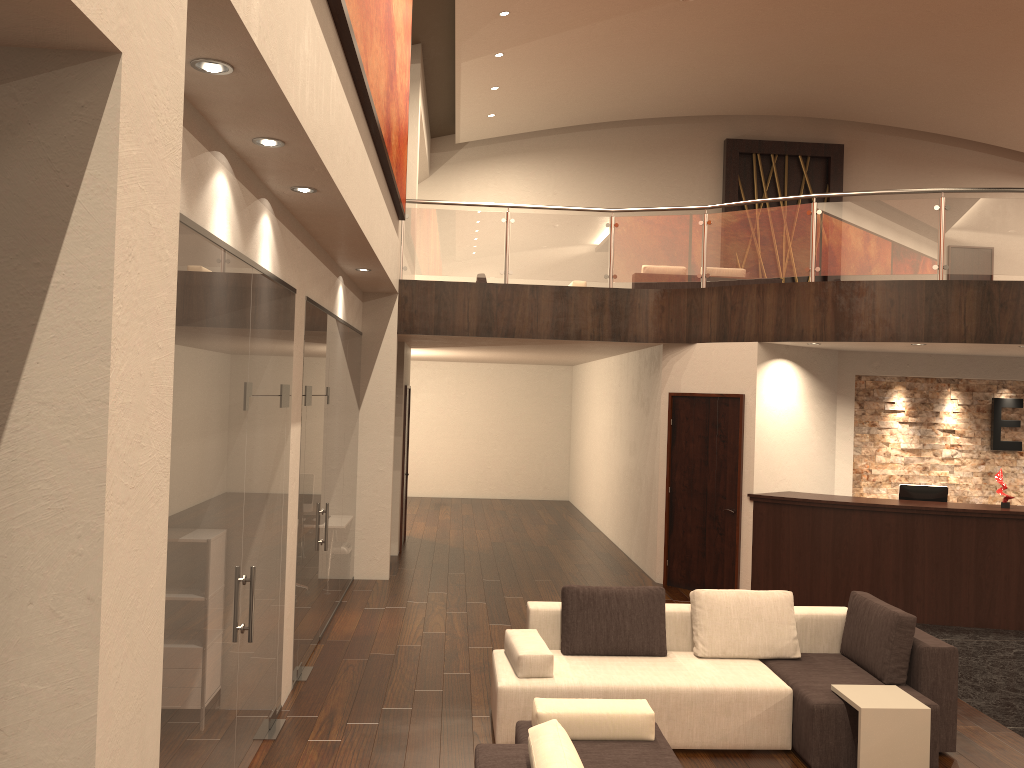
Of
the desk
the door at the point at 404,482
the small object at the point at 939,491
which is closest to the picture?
the door at the point at 404,482

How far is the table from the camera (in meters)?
4.93

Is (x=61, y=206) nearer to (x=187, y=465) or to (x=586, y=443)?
(x=187, y=465)

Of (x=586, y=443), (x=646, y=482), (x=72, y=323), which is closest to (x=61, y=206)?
(x=72, y=323)

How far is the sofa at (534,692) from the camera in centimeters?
530cm

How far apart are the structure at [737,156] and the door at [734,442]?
9.5 meters

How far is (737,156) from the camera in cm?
1853

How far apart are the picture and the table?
4.6 meters

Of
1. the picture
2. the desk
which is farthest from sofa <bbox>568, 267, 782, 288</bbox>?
the picture

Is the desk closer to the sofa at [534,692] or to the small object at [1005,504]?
the small object at [1005,504]
